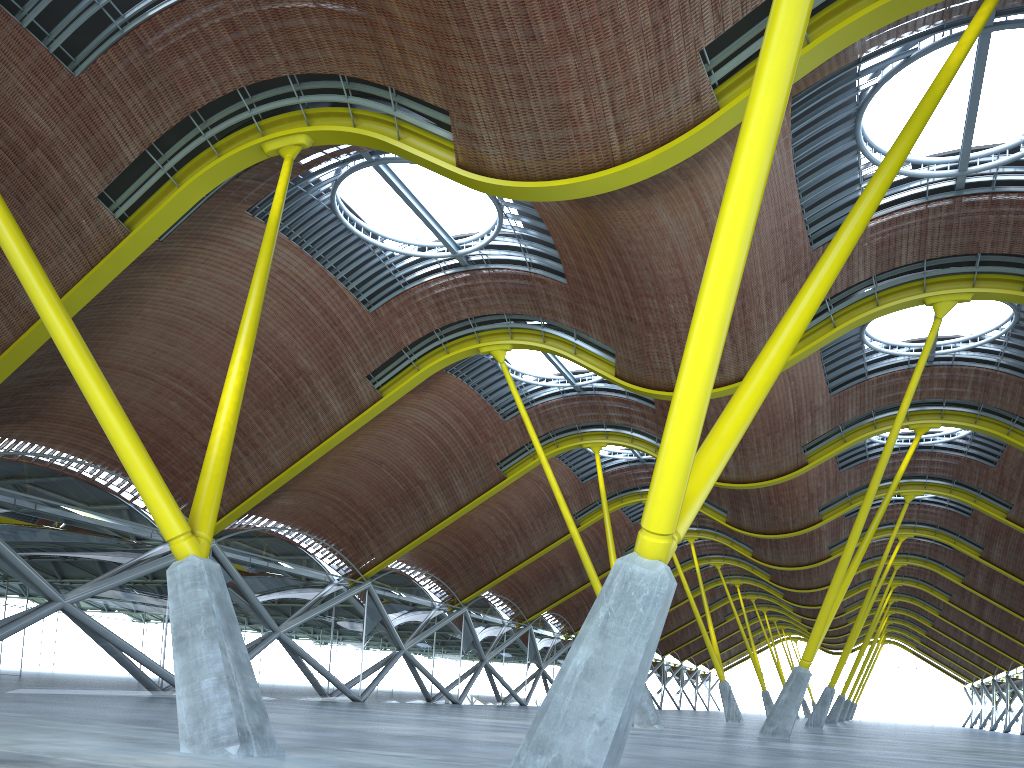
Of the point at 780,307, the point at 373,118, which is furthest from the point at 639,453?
the point at 373,118
